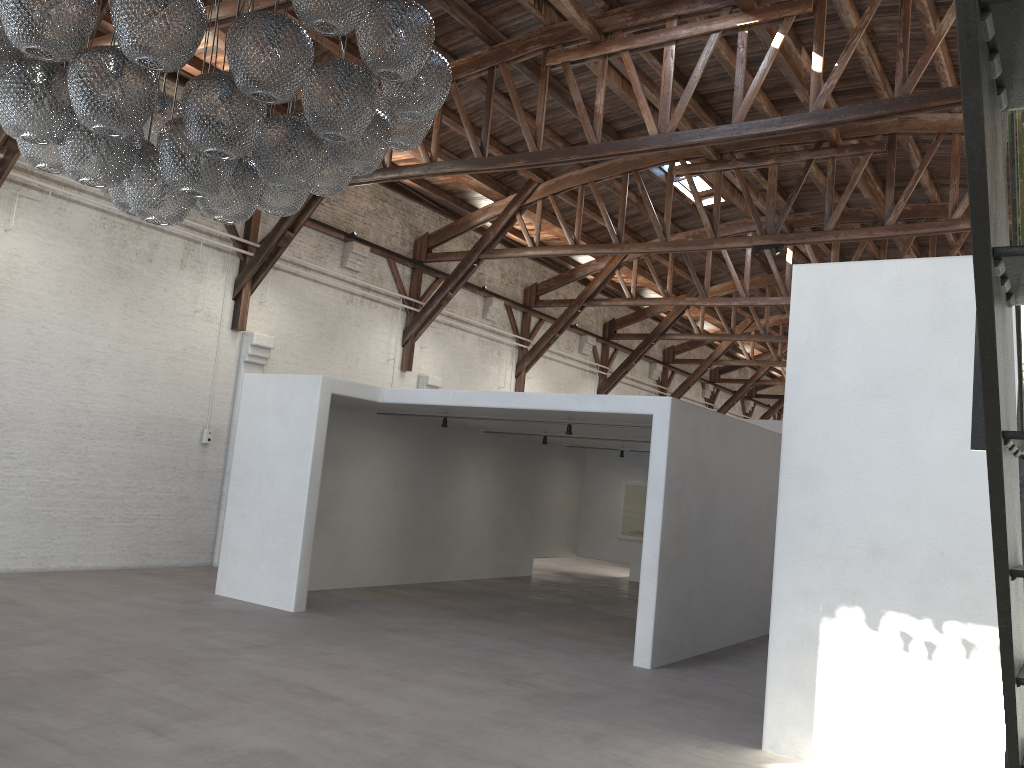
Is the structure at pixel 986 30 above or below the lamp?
below

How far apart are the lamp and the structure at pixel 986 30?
2.6m

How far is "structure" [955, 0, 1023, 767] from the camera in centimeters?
91cm

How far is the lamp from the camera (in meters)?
3.50

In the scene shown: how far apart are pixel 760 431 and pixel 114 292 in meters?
8.1

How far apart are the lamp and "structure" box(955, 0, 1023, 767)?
2.6 meters

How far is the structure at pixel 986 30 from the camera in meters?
0.9

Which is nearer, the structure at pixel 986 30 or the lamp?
the structure at pixel 986 30

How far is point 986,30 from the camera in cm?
91
